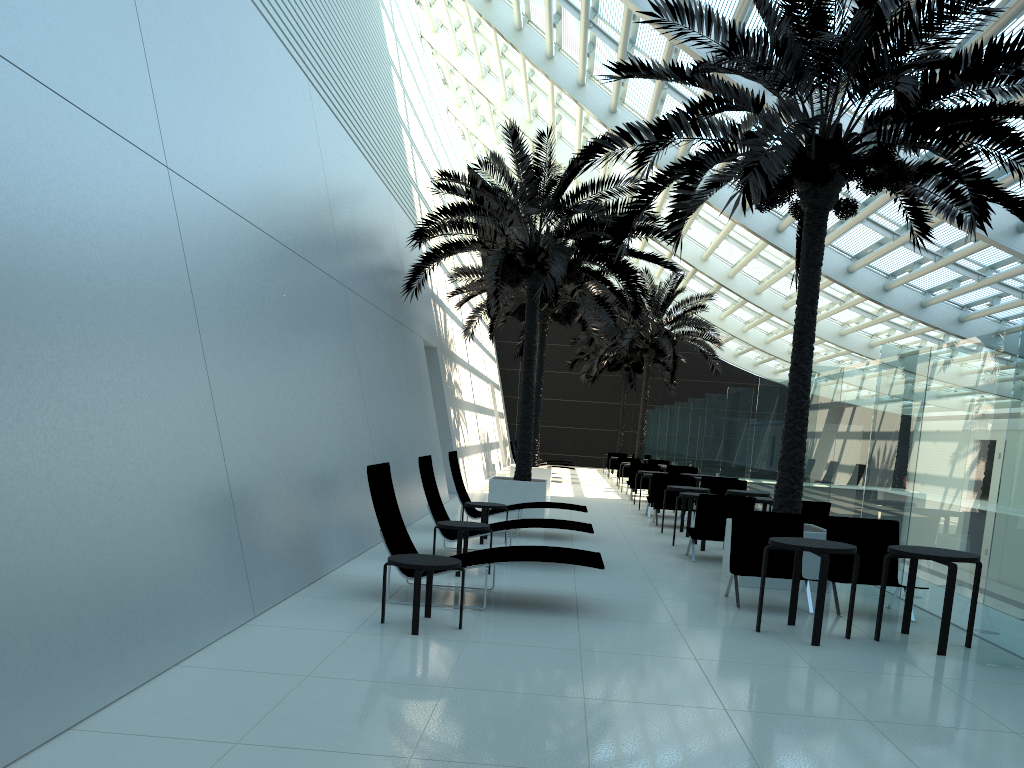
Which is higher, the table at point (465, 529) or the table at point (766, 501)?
the table at point (766, 501)

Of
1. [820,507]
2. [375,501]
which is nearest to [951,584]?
[820,507]

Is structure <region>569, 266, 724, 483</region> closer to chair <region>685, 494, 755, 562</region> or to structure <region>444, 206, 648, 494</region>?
structure <region>444, 206, 648, 494</region>

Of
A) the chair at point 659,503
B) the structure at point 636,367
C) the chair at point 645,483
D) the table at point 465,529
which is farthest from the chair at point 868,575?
the structure at point 636,367

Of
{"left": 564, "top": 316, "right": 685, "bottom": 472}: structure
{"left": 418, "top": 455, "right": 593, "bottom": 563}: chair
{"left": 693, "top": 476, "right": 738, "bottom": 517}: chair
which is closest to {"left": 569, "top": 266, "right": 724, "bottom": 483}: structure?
{"left": 564, "top": 316, "right": 685, "bottom": 472}: structure

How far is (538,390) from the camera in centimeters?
2151cm

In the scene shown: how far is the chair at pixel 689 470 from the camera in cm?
2144

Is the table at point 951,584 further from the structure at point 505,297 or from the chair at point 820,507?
the structure at point 505,297

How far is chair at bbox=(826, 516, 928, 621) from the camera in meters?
8.4

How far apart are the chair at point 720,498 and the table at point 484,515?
2.6 meters
